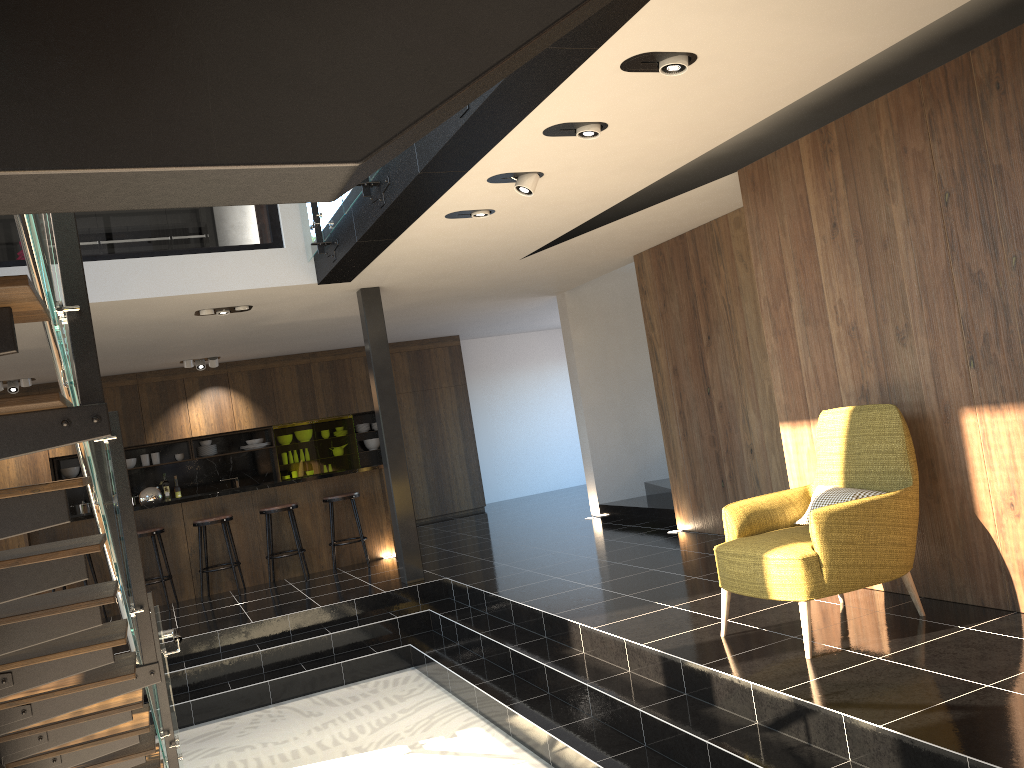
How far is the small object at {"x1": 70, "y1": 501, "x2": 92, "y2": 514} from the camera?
11.7m

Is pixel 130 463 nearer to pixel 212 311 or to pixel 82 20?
pixel 212 311

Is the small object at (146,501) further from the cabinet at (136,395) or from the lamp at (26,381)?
the cabinet at (136,395)

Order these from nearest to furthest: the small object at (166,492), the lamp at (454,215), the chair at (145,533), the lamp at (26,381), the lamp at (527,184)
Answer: the lamp at (527,184), the lamp at (454,215), the chair at (145,533), the lamp at (26,381), the small object at (166,492)

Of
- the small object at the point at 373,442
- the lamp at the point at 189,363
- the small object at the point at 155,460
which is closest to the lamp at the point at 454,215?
the lamp at the point at 189,363

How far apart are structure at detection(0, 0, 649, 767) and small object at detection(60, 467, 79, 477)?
6.5m

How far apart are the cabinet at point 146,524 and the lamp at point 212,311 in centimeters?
226cm

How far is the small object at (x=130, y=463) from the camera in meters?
12.1

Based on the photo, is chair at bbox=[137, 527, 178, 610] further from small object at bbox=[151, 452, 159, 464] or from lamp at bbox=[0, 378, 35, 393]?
small object at bbox=[151, 452, 159, 464]

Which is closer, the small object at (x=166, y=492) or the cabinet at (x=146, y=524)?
the cabinet at (x=146, y=524)
